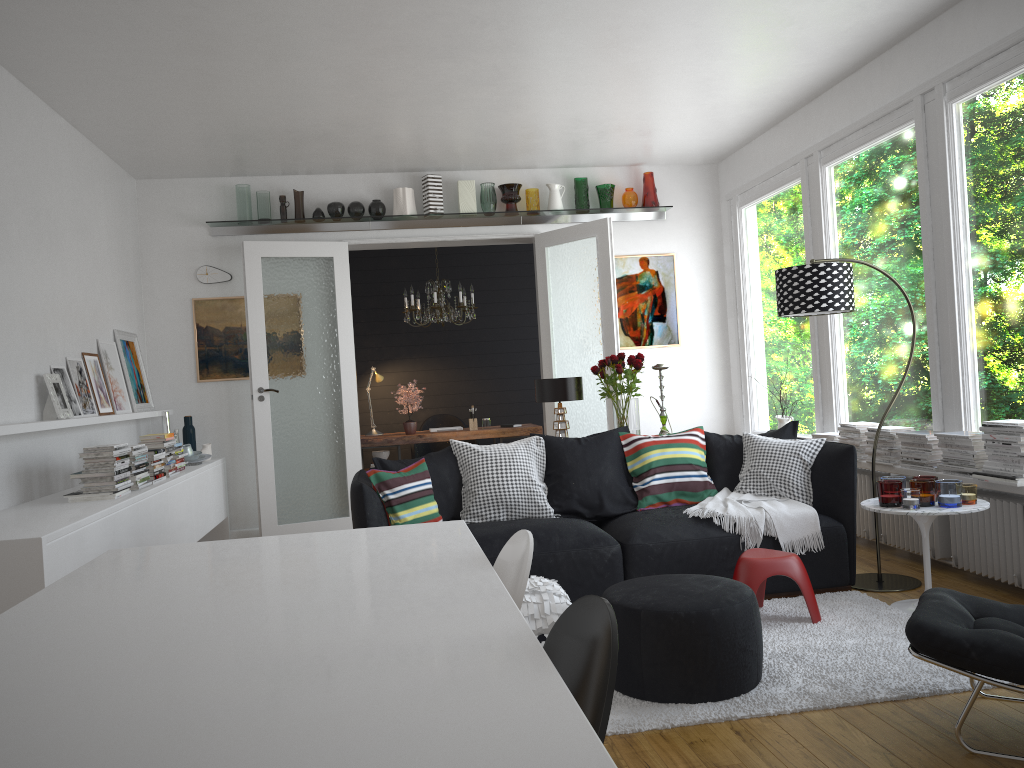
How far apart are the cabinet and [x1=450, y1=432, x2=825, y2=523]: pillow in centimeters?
172cm

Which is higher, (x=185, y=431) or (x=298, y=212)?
(x=298, y=212)

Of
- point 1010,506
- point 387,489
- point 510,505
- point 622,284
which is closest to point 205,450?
point 387,489

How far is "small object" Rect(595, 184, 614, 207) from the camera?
7.8 meters

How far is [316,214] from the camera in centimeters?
745cm

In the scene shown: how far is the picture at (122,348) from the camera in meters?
6.6

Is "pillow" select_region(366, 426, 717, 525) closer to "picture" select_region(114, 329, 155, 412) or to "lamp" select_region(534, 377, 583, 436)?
"lamp" select_region(534, 377, 583, 436)

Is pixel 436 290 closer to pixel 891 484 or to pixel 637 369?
pixel 637 369

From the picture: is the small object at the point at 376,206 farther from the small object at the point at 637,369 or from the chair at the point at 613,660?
Result: the chair at the point at 613,660

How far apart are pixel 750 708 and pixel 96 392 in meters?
4.7 m
